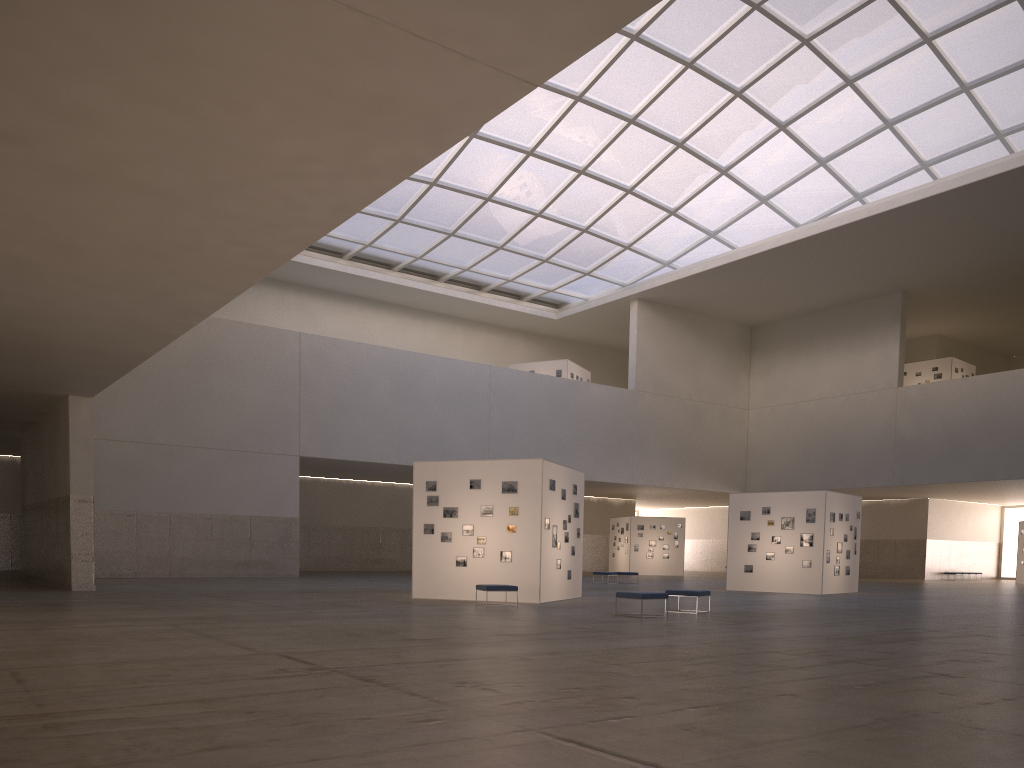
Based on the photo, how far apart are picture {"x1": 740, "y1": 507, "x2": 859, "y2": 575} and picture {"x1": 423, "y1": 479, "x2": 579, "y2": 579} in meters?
14.7 m

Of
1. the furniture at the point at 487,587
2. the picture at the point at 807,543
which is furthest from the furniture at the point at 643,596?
the picture at the point at 807,543

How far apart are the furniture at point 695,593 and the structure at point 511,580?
4.6m

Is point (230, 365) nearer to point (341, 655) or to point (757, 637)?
point (757, 637)

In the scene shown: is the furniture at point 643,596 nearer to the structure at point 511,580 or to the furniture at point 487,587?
the furniture at point 487,587

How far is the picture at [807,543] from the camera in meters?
37.8 m

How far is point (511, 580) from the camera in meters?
27.2 m

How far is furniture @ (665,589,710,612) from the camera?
23.71m

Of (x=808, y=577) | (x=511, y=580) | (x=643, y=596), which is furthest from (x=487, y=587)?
(x=808, y=577)

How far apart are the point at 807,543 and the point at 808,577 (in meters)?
1.42
